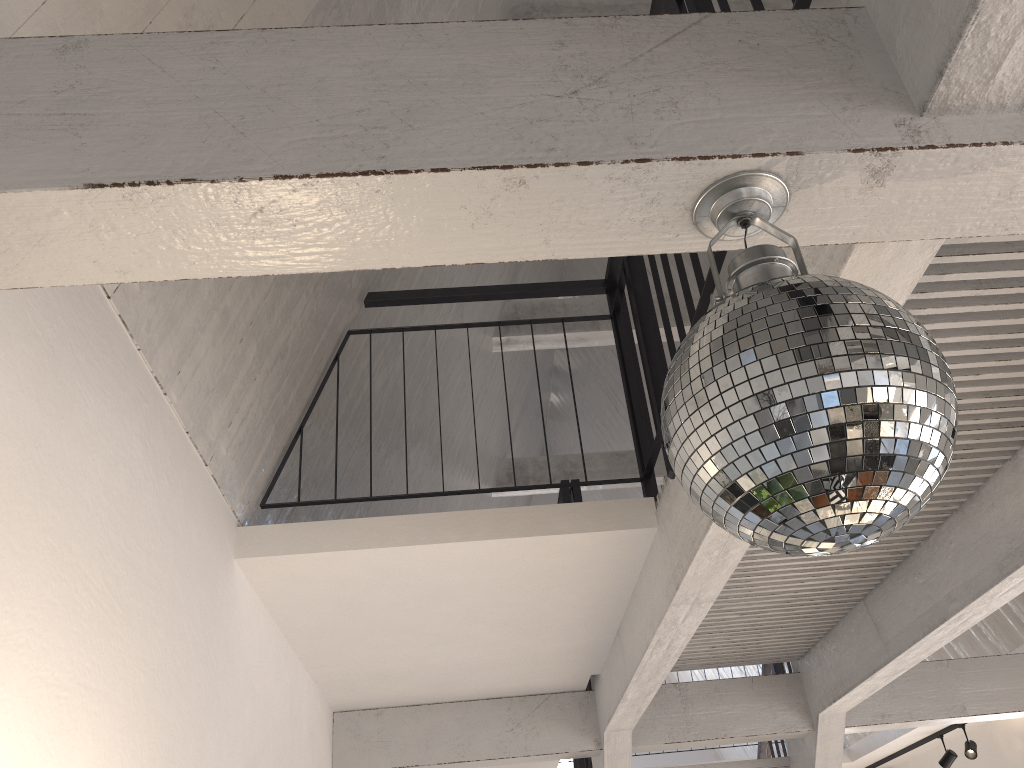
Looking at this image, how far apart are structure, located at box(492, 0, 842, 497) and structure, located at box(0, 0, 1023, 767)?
1.9m

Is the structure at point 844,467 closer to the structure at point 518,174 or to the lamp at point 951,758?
the structure at point 518,174

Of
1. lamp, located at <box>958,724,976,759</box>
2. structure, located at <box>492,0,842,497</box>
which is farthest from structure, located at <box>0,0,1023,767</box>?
structure, located at <box>492,0,842,497</box>

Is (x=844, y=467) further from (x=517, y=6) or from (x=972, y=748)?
(x=972, y=748)

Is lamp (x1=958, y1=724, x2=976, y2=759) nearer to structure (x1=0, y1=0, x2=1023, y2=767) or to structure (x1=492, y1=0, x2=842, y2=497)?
structure (x1=0, y1=0, x2=1023, y2=767)

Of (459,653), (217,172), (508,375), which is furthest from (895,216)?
(508,375)

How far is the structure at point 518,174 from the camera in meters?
1.2

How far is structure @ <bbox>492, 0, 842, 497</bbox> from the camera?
4.77m

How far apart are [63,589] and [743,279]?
1.39m

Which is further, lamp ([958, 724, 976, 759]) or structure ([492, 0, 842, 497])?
lamp ([958, 724, 976, 759])
